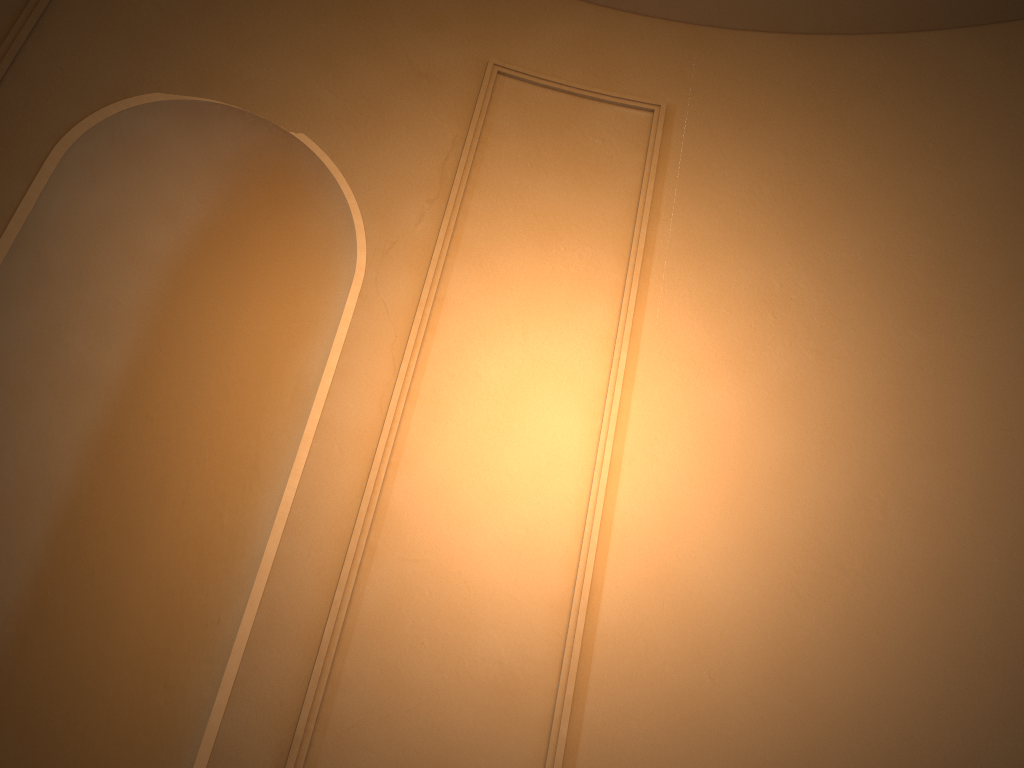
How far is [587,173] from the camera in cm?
327
